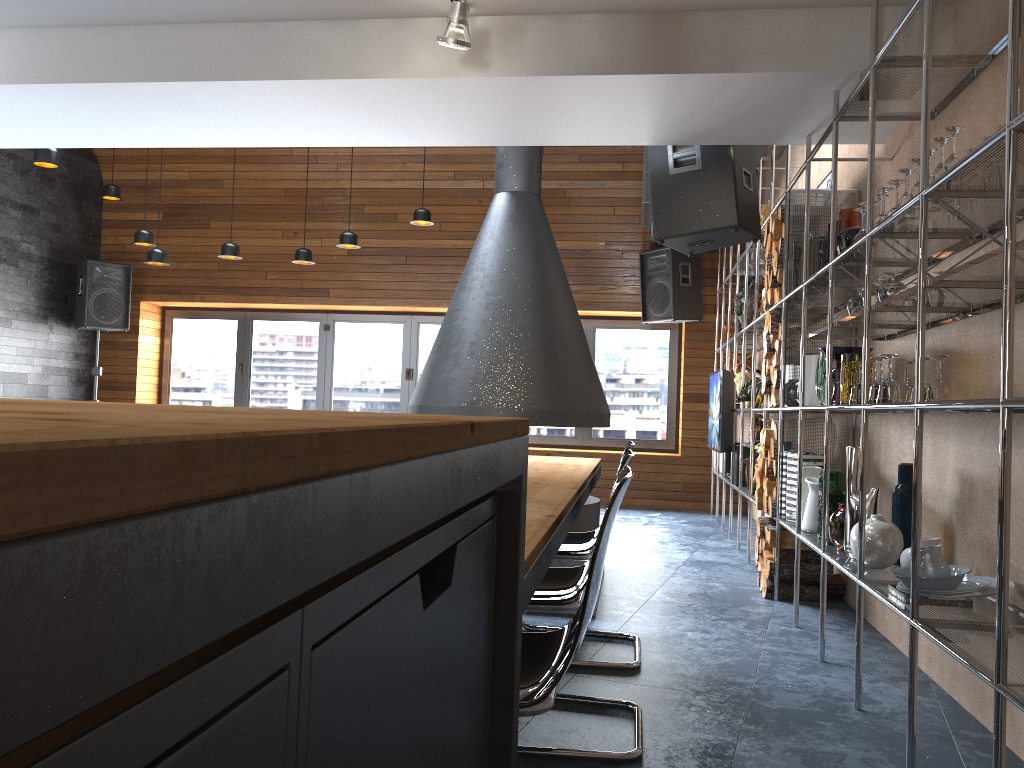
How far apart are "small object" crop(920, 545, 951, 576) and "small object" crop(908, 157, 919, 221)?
1.08m

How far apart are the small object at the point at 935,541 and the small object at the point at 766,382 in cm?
200

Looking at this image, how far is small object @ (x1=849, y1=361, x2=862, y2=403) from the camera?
3.3m

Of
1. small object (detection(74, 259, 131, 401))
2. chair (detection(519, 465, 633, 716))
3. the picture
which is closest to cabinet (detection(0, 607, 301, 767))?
chair (detection(519, 465, 633, 716))

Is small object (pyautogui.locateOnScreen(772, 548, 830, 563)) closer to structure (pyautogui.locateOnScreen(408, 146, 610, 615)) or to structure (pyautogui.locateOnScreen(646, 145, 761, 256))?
structure (pyautogui.locateOnScreen(408, 146, 610, 615))

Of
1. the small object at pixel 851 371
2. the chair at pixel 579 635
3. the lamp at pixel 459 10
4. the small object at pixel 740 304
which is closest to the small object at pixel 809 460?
the small object at pixel 851 371

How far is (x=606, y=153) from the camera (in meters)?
8.84

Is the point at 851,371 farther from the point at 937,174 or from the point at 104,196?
the point at 104,196

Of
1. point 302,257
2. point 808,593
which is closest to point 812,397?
point 808,593

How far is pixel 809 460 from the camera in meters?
4.4
